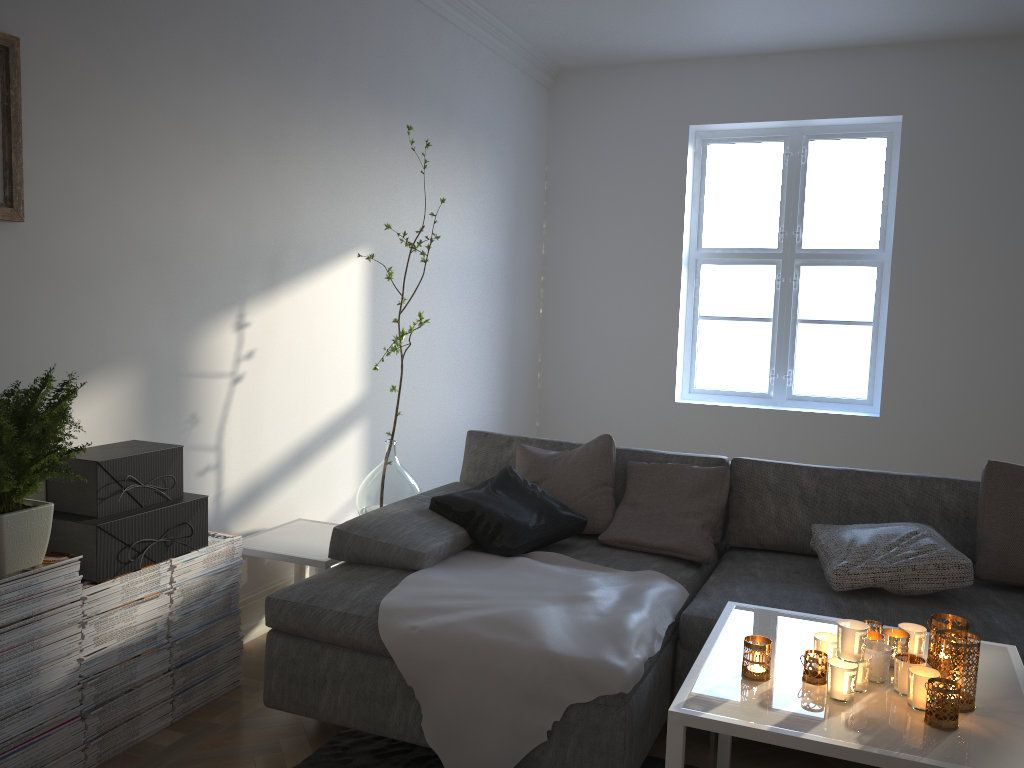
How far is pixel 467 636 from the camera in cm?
227

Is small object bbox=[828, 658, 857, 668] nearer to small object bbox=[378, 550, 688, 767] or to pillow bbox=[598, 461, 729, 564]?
small object bbox=[378, 550, 688, 767]

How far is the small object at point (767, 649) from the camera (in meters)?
1.85

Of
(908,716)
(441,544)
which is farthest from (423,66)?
(908,716)

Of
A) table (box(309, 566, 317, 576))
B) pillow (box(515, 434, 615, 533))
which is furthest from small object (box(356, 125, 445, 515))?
pillow (box(515, 434, 615, 533))

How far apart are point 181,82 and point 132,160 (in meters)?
0.34

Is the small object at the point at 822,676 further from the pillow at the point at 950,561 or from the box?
the box

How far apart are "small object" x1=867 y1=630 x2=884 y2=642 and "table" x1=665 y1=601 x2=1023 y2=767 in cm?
10

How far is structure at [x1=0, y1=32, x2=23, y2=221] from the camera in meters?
2.3

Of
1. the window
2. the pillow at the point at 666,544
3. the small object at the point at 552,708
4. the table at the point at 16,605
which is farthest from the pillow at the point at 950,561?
the window
